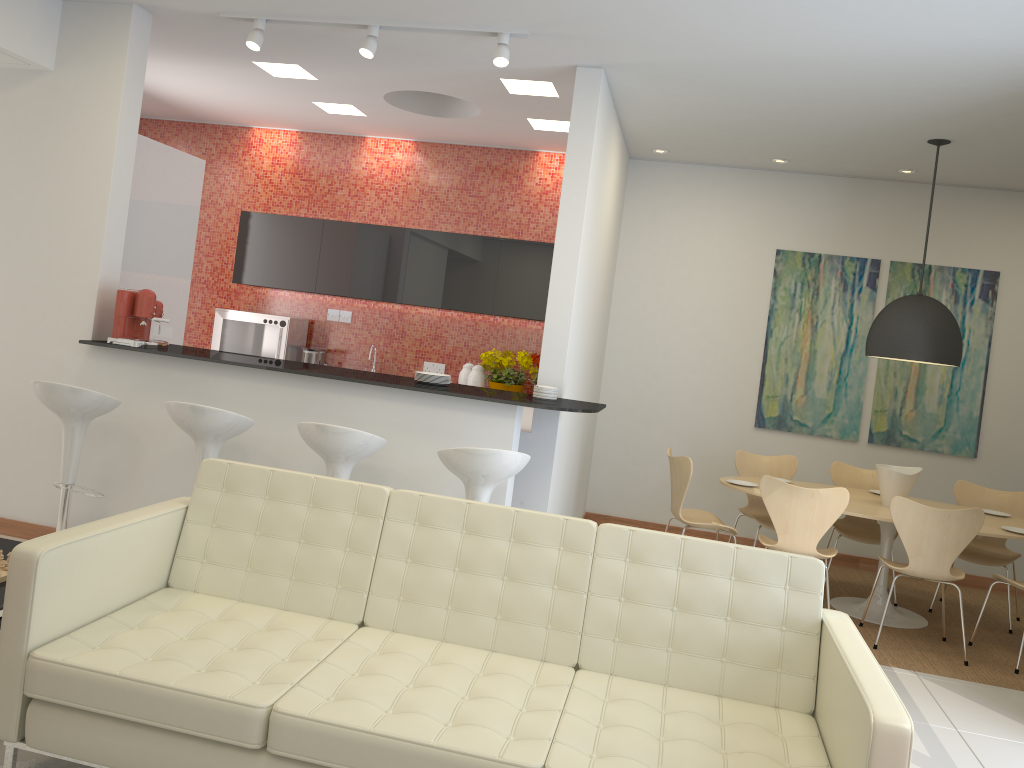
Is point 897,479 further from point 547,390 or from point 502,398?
point 502,398

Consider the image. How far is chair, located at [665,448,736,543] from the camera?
5.8m

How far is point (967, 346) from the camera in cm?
710

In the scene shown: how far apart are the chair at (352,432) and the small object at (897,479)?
3.5 meters

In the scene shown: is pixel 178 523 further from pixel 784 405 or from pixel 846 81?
pixel 784 405

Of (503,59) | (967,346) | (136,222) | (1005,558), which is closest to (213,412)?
(136,222)

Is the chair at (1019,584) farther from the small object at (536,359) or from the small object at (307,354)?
the small object at (307,354)

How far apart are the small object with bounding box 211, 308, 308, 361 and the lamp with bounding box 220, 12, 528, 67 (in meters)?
3.07

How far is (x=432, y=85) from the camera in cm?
605

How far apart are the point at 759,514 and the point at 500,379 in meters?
2.3 m
